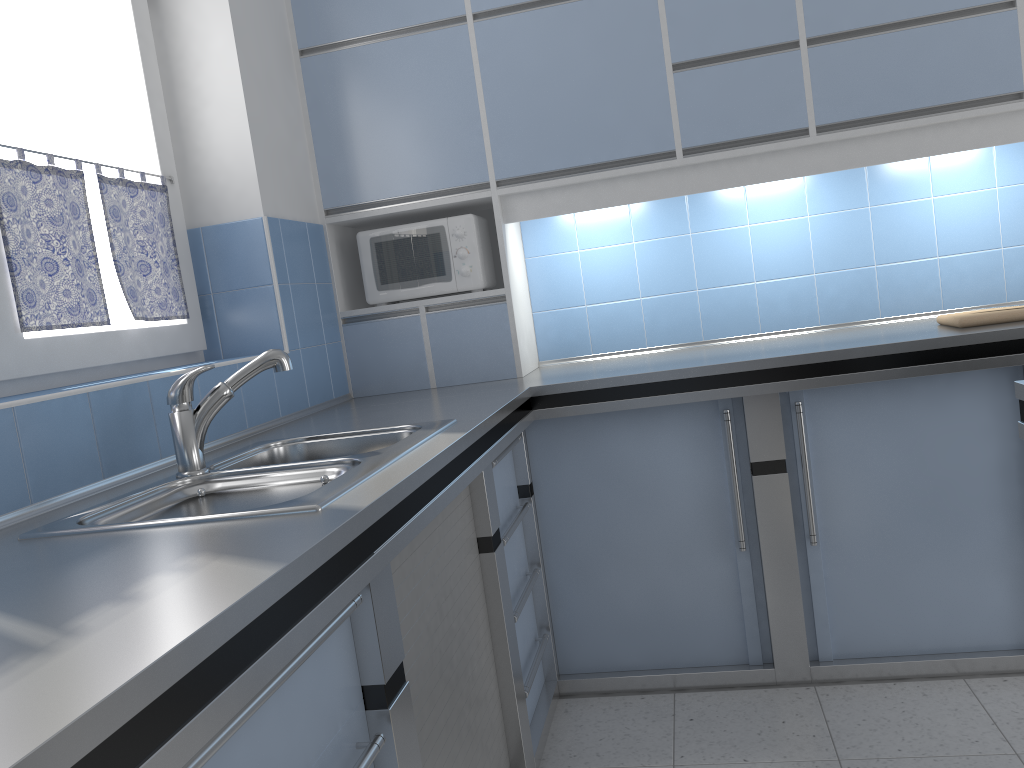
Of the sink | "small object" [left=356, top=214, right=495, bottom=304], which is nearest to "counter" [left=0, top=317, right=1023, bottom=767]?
the sink

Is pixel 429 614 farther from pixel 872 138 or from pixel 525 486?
pixel 872 138

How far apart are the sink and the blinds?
0.45m

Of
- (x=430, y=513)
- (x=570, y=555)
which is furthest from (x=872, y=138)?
(x=430, y=513)

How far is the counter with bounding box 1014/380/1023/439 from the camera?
1.5m

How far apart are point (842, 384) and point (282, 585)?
1.88m

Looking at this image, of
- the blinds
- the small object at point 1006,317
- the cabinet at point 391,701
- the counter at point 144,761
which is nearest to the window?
the blinds

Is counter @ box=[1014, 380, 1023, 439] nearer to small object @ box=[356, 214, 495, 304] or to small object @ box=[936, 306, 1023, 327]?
small object @ box=[936, 306, 1023, 327]

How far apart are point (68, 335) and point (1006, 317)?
2.5 meters

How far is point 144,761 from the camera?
0.71m
